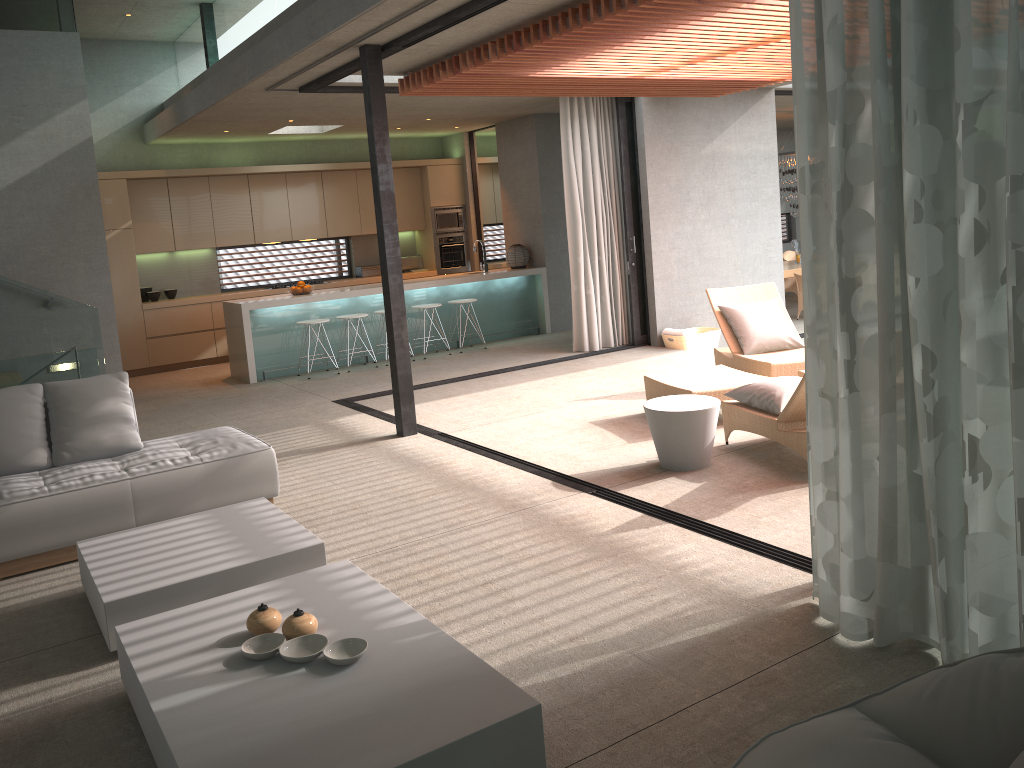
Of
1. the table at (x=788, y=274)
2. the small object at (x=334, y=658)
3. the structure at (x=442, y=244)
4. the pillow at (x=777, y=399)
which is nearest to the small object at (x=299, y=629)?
the small object at (x=334, y=658)

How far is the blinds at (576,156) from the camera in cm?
983

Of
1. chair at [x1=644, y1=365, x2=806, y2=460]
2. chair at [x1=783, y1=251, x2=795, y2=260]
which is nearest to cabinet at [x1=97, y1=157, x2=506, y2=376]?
chair at [x1=783, y1=251, x2=795, y2=260]

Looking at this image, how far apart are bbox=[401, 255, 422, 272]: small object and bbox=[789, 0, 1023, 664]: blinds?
10.60m

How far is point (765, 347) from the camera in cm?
766

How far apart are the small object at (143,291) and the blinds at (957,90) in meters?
10.1 m

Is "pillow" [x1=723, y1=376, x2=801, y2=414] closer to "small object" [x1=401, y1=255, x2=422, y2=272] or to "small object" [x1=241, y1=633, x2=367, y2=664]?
"small object" [x1=241, y1=633, x2=367, y2=664]

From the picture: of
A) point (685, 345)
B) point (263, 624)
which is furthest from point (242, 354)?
point (263, 624)

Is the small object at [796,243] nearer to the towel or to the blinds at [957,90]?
the towel

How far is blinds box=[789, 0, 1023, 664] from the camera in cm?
260
